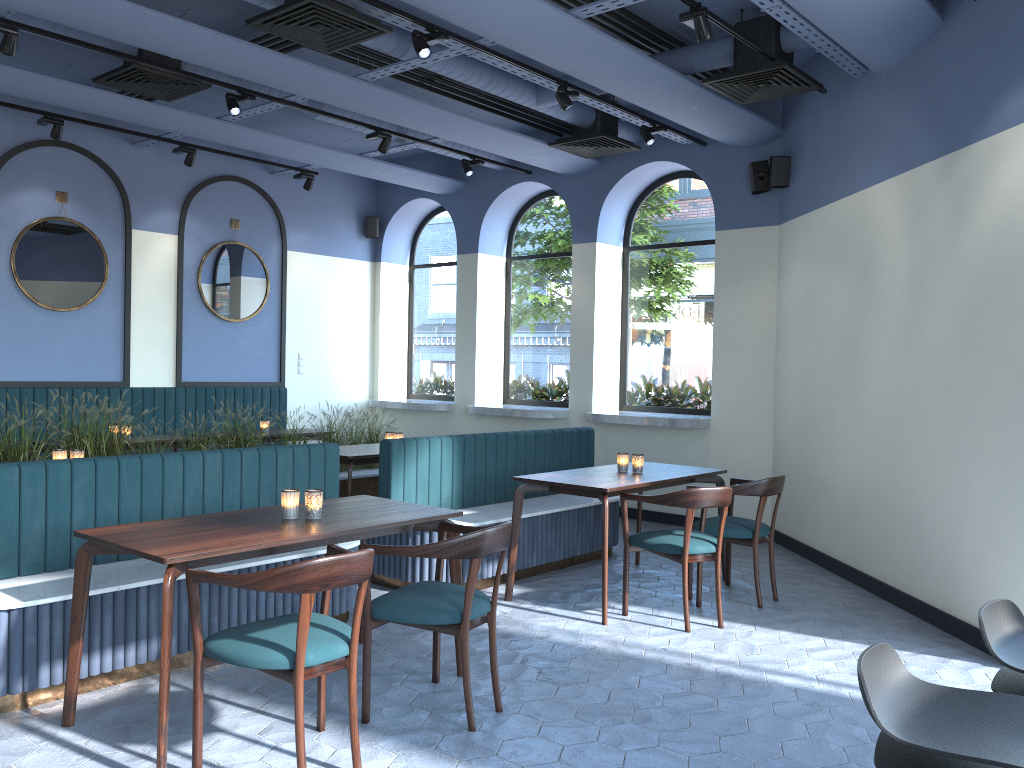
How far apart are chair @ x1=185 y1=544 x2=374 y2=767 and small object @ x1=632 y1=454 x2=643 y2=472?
2.7m

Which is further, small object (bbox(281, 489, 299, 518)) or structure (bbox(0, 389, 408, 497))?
structure (bbox(0, 389, 408, 497))

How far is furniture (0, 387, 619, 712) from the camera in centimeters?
365cm

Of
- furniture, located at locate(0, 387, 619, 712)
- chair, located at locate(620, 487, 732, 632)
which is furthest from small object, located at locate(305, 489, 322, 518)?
chair, located at locate(620, 487, 732, 632)

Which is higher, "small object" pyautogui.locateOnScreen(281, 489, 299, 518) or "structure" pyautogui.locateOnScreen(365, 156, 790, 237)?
"structure" pyautogui.locateOnScreen(365, 156, 790, 237)

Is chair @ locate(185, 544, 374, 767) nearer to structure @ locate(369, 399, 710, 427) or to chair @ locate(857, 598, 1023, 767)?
chair @ locate(857, 598, 1023, 767)

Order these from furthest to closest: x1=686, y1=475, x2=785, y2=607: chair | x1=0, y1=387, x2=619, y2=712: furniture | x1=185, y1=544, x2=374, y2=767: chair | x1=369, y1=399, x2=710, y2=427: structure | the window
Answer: the window, x1=369, y1=399, x2=710, y2=427: structure, x1=686, y1=475, x2=785, y2=607: chair, x1=0, y1=387, x2=619, y2=712: furniture, x1=185, y1=544, x2=374, y2=767: chair

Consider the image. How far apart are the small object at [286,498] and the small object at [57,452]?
2.2 meters

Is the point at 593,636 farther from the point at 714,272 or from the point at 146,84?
the point at 146,84

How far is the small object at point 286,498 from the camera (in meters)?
3.74
